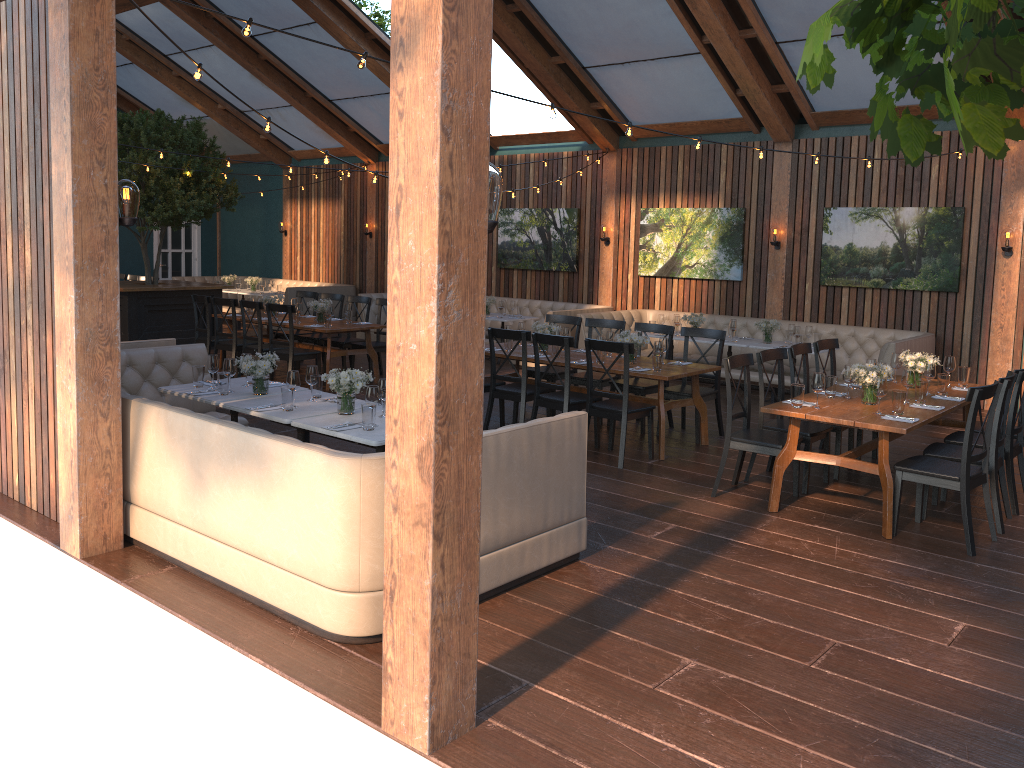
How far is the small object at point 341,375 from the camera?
5.60m

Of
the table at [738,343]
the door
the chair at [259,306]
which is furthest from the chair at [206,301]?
the door

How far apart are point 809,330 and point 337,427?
6.8m

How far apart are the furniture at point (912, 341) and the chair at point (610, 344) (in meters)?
3.31

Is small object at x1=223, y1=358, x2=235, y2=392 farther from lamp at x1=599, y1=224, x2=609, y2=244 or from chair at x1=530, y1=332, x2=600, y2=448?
lamp at x1=599, y1=224, x2=609, y2=244

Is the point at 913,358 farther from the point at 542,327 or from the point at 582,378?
the point at 542,327

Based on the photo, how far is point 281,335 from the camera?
12.3m

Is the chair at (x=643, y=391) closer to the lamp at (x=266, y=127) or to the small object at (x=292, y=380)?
the small object at (x=292, y=380)

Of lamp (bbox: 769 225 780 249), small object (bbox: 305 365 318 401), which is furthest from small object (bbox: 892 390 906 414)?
lamp (bbox: 769 225 780 249)

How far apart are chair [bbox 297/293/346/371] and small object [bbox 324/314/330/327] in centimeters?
134cm
